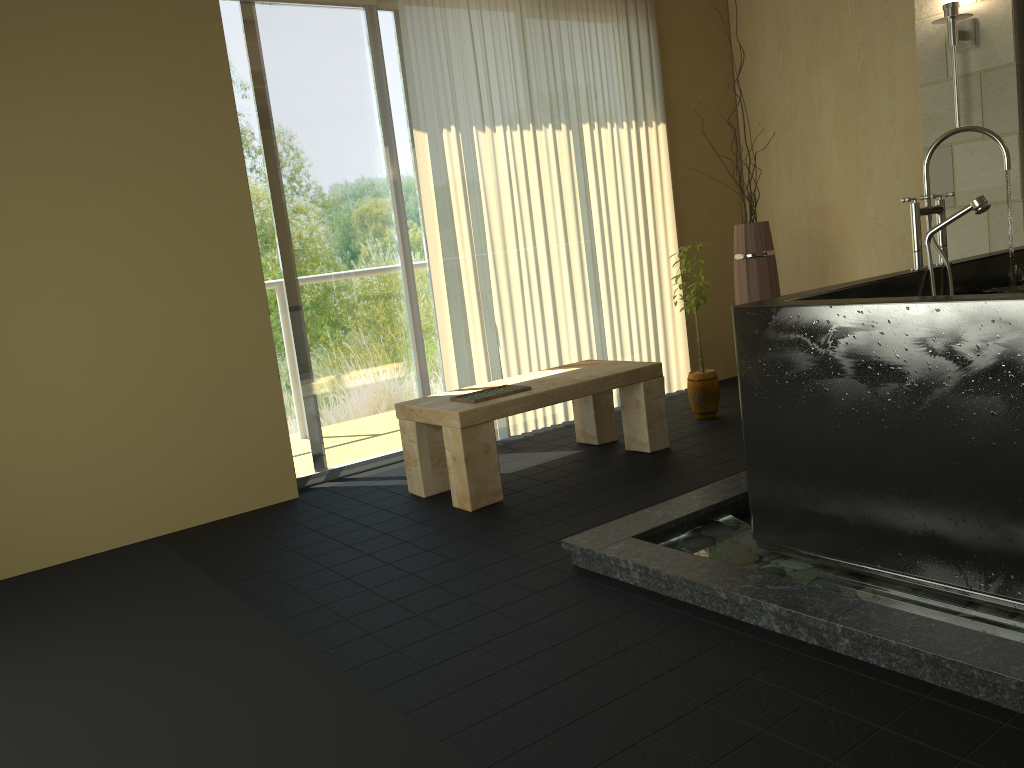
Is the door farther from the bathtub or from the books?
the bathtub

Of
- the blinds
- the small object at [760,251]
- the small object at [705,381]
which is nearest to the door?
the blinds

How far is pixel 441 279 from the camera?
4.4 meters

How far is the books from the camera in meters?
3.6

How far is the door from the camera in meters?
4.1 m

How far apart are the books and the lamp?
2.6m

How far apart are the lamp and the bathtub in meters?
1.3

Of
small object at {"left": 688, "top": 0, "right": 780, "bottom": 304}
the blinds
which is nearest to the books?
the blinds

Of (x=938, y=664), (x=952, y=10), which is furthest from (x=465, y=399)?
(x=952, y=10)

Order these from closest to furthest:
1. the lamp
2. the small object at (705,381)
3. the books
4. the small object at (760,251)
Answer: the books → the lamp → the small object at (705,381) → the small object at (760,251)
